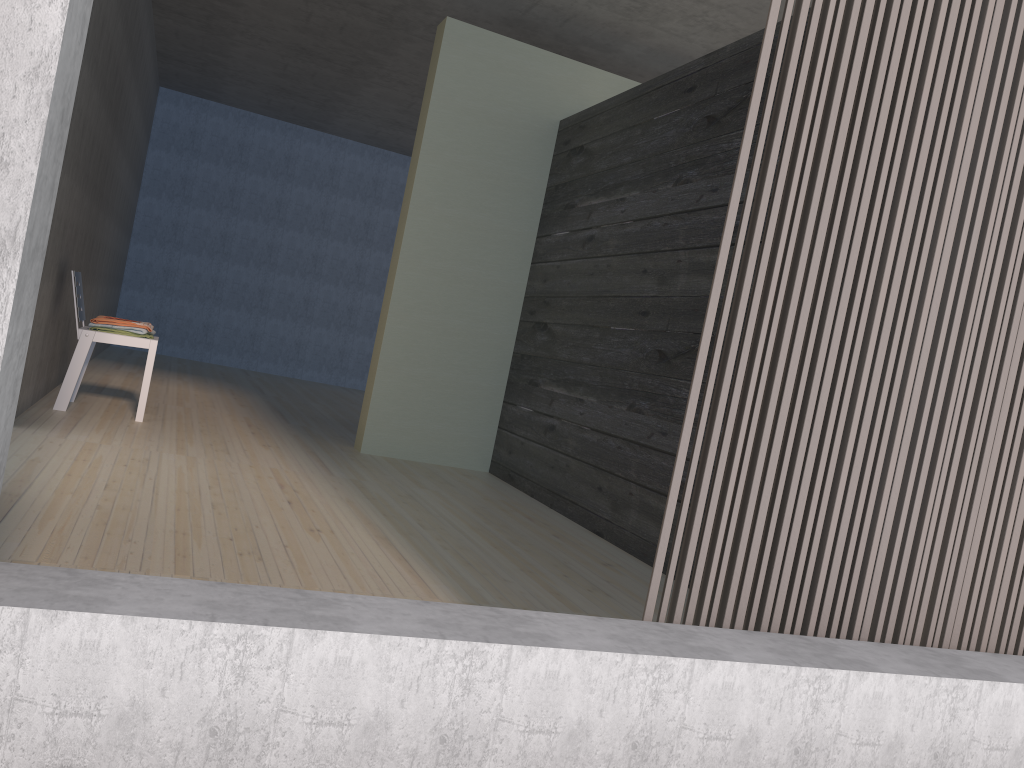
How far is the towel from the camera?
4.5 meters

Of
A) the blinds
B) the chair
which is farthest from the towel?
the blinds

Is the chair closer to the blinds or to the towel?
the towel

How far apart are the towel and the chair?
0.1m

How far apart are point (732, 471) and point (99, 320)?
3.76m

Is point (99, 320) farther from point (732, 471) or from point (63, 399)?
point (732, 471)

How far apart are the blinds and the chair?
3.59m

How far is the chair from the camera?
4.40m

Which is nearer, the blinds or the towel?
the blinds

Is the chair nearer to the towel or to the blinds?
the towel
